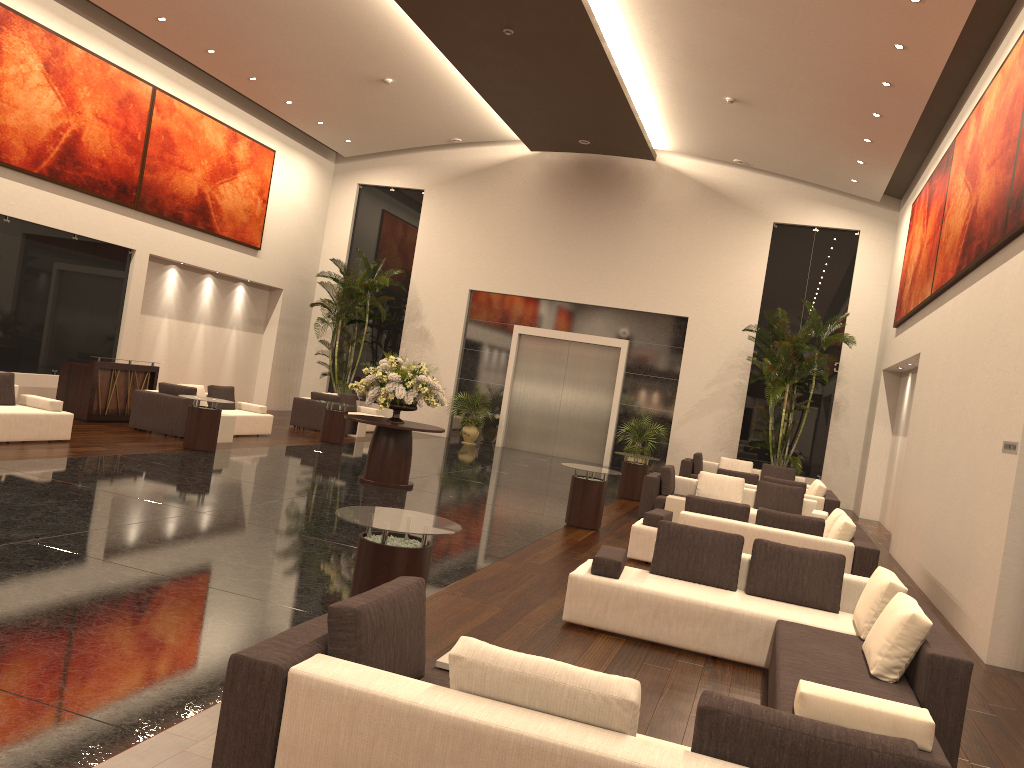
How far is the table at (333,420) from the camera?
17.6 meters

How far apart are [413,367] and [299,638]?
9.7m

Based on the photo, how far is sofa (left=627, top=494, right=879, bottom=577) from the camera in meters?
9.1

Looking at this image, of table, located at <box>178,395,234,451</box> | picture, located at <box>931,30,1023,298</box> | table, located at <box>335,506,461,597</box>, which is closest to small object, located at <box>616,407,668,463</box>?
picture, located at <box>931,30,1023,298</box>

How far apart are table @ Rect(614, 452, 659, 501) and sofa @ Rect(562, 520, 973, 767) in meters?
8.6 m

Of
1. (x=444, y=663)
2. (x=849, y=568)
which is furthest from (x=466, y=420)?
(x=444, y=663)

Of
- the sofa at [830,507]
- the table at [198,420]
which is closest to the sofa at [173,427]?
the table at [198,420]

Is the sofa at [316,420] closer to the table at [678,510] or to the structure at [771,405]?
the table at [678,510]

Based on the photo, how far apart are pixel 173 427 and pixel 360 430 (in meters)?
5.77

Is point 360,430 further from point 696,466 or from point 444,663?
point 444,663
